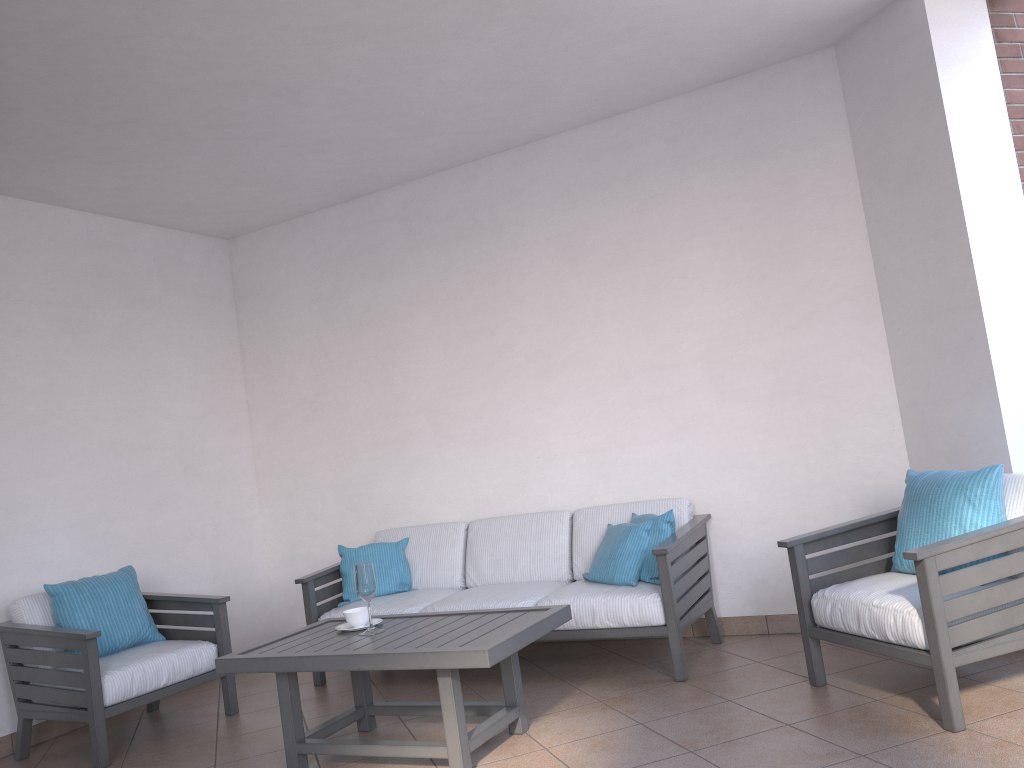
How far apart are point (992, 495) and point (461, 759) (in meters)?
2.16

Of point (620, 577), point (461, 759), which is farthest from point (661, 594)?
point (461, 759)

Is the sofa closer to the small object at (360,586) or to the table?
the table

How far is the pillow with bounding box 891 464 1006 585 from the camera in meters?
3.3 m

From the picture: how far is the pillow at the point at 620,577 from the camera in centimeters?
424cm

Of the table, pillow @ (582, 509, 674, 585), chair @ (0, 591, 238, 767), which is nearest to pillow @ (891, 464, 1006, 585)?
pillow @ (582, 509, 674, 585)

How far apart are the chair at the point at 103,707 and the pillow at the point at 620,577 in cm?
186

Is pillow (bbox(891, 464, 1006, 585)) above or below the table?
above

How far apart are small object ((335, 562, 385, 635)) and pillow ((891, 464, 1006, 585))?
2.1m

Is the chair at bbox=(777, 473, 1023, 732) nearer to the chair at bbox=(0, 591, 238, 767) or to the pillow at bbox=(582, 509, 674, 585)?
the pillow at bbox=(582, 509, 674, 585)
